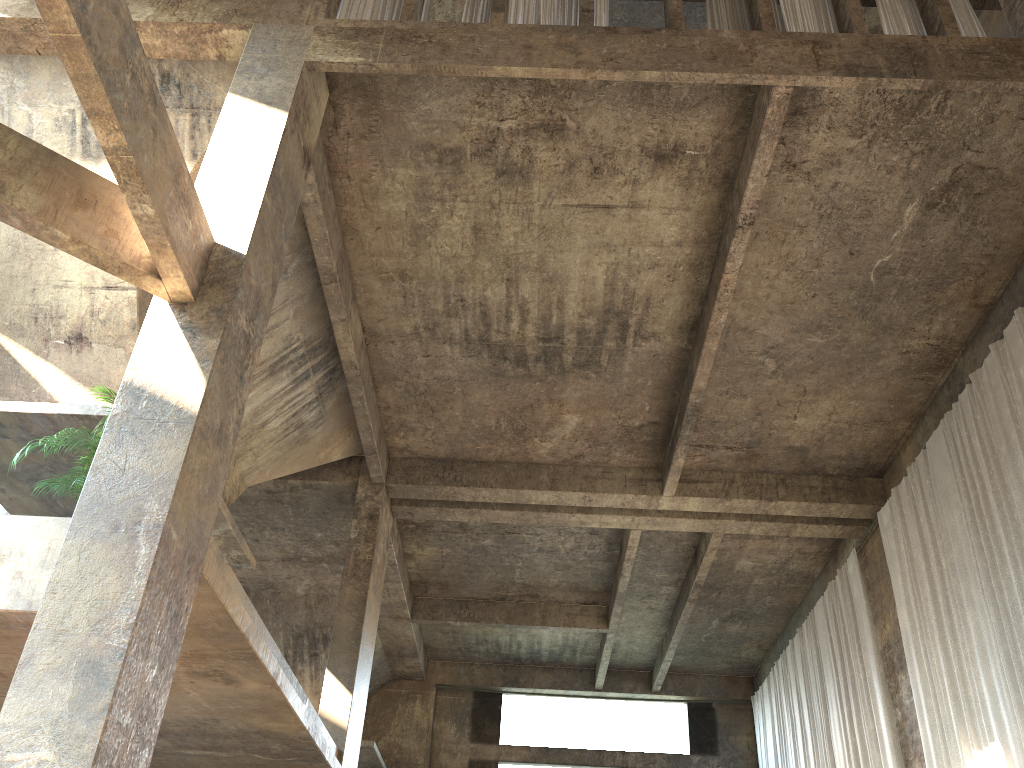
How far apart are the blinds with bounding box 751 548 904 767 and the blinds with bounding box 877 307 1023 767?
1.1m

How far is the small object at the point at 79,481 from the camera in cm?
691

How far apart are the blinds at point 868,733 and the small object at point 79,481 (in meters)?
11.50

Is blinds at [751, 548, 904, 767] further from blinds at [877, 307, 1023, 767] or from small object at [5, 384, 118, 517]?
small object at [5, 384, 118, 517]

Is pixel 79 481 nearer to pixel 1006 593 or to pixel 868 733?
pixel 1006 593

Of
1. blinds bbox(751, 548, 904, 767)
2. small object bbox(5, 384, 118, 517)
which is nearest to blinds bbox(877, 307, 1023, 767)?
blinds bbox(751, 548, 904, 767)

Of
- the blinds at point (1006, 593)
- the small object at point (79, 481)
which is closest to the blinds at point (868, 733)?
the blinds at point (1006, 593)

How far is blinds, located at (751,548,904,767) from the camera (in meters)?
13.54

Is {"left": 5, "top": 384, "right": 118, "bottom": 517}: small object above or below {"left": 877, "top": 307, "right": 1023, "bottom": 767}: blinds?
below

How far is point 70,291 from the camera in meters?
9.2
